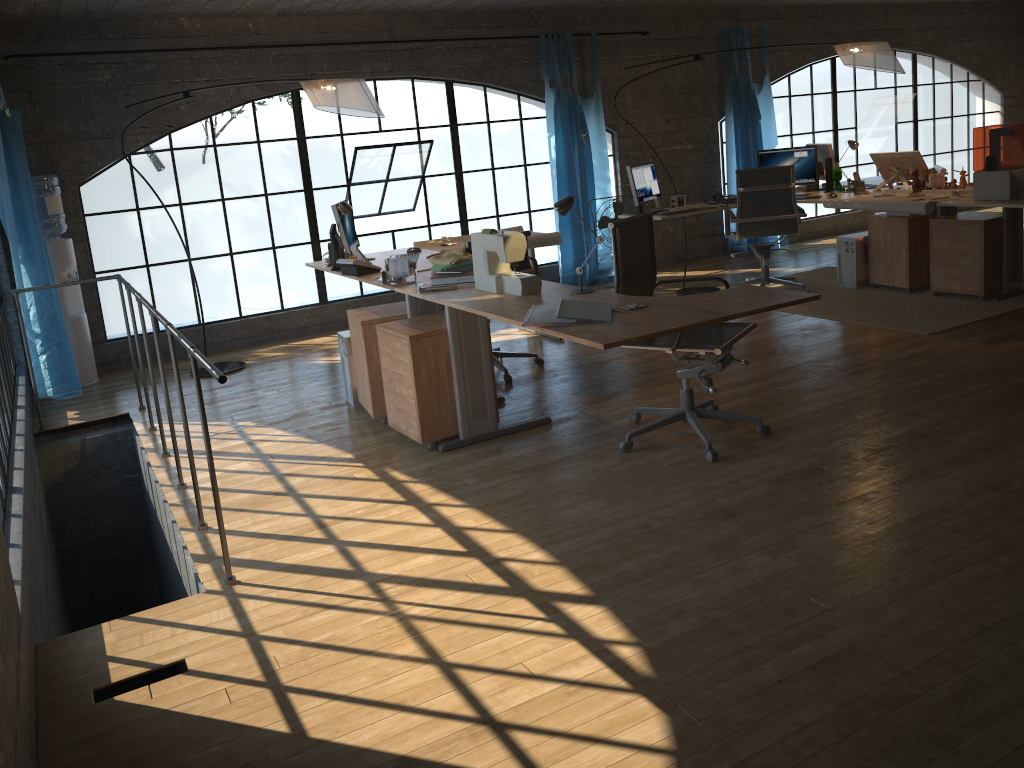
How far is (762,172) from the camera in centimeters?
662cm

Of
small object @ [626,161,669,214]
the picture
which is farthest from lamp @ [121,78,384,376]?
the picture

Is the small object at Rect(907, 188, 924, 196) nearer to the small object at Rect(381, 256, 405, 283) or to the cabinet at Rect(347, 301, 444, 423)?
the cabinet at Rect(347, 301, 444, 423)

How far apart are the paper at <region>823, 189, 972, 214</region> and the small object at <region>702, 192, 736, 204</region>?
0.83m

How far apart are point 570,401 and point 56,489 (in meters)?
3.13

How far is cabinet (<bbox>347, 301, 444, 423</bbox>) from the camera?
4.5 meters

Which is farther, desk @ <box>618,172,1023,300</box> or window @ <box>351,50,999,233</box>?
window @ <box>351,50,999,233</box>

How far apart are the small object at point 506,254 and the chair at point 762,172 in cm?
326

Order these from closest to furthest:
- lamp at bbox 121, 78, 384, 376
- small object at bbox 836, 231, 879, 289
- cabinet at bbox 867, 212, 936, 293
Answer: lamp at bbox 121, 78, 384, 376, cabinet at bbox 867, 212, 936, 293, small object at bbox 836, 231, 879, 289

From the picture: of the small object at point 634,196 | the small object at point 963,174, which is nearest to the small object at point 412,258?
the small object at point 634,196
